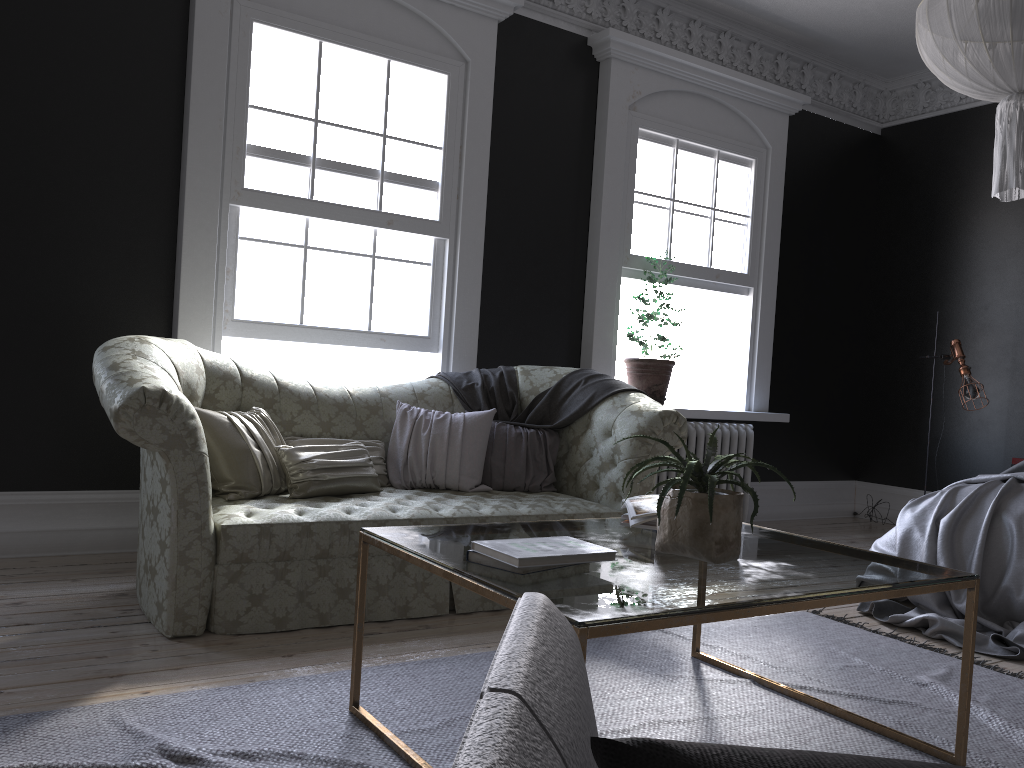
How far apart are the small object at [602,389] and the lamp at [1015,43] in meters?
2.0 m

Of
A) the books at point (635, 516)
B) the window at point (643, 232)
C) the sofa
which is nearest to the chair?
the books at point (635, 516)

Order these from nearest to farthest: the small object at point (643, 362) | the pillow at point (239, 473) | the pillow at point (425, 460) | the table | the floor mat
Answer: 1. the table
2. the floor mat
3. the pillow at point (239, 473)
4. the pillow at point (425, 460)
5. the small object at point (643, 362)

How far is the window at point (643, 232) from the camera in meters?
6.5 m

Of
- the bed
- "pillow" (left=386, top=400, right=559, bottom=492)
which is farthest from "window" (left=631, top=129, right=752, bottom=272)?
the bed

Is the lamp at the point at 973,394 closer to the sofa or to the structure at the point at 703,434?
the structure at the point at 703,434

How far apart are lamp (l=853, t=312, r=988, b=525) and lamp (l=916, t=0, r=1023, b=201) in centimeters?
323cm

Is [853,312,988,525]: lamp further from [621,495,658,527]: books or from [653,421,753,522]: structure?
[621,495,658,527]: books

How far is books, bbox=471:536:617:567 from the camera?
2.1 meters

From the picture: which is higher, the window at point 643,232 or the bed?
the window at point 643,232
